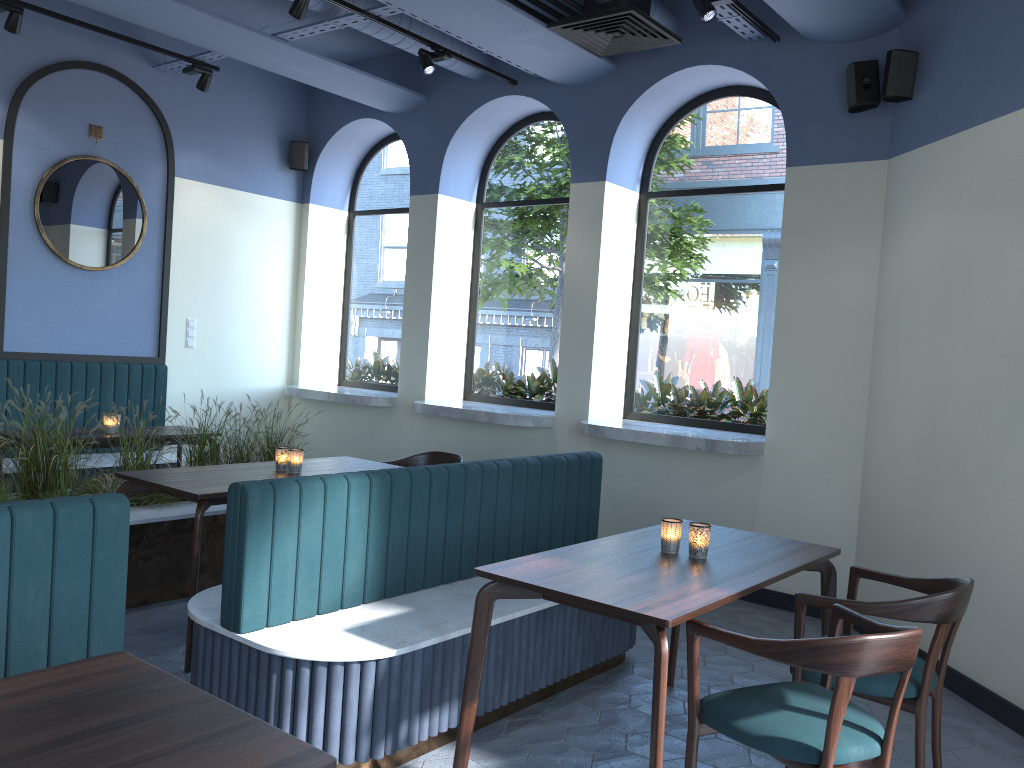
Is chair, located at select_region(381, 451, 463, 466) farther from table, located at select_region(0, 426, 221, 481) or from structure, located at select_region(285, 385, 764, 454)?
table, located at select_region(0, 426, 221, 481)

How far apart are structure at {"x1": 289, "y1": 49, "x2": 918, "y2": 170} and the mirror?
1.5m

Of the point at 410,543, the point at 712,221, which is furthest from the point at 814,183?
the point at 410,543

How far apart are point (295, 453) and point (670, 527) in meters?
2.1 m

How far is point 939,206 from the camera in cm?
452

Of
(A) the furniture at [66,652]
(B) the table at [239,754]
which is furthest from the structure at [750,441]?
(B) the table at [239,754]

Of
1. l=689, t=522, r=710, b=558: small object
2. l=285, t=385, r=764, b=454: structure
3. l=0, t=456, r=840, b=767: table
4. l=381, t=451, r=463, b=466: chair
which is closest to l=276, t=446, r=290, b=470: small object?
l=0, t=456, r=840, b=767: table

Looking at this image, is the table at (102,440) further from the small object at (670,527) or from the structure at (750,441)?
the small object at (670,527)

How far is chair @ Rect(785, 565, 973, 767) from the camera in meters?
2.8 m

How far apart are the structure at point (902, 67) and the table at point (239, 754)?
2.7m
